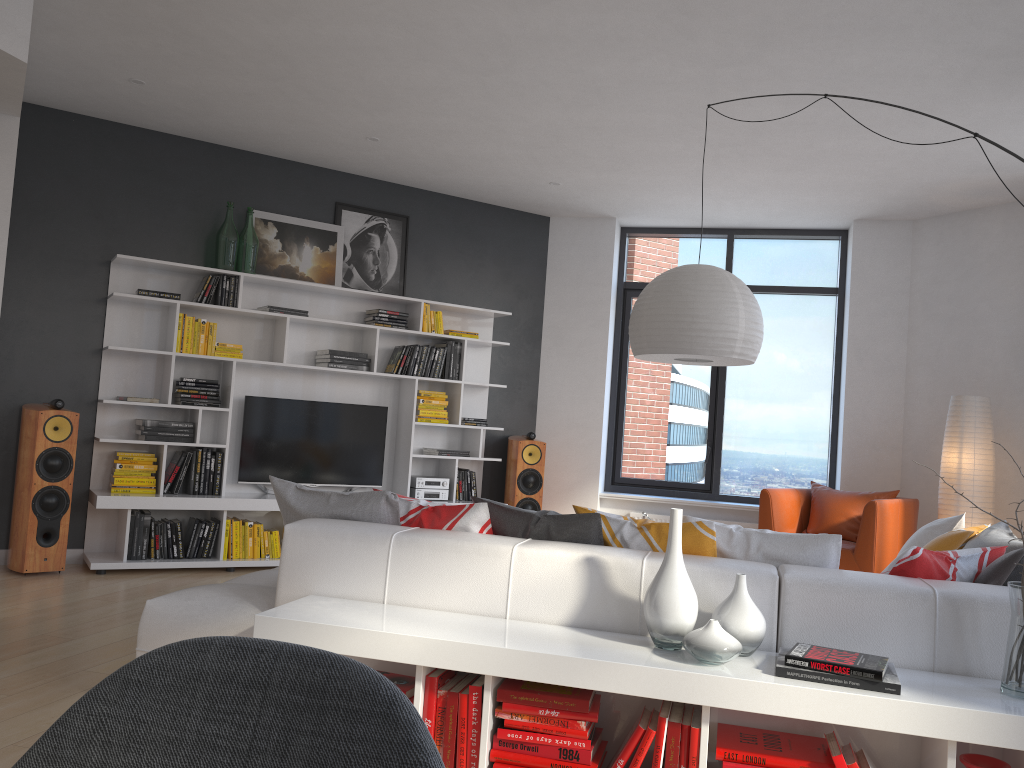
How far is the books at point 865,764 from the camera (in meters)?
2.30

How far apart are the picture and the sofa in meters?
3.4

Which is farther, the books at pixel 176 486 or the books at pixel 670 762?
the books at pixel 176 486

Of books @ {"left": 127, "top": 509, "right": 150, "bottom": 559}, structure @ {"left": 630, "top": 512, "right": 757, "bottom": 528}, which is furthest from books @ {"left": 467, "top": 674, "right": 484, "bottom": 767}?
structure @ {"left": 630, "top": 512, "right": 757, "bottom": 528}

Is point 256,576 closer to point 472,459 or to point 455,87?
point 455,87

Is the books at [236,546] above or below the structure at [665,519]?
below

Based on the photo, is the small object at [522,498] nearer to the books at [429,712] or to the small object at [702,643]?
the books at [429,712]

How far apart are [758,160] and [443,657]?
4.5 meters

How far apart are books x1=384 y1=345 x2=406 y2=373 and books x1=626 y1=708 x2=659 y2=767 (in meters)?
4.61

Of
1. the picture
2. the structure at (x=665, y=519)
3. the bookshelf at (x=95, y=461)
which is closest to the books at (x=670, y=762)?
the bookshelf at (x=95, y=461)
